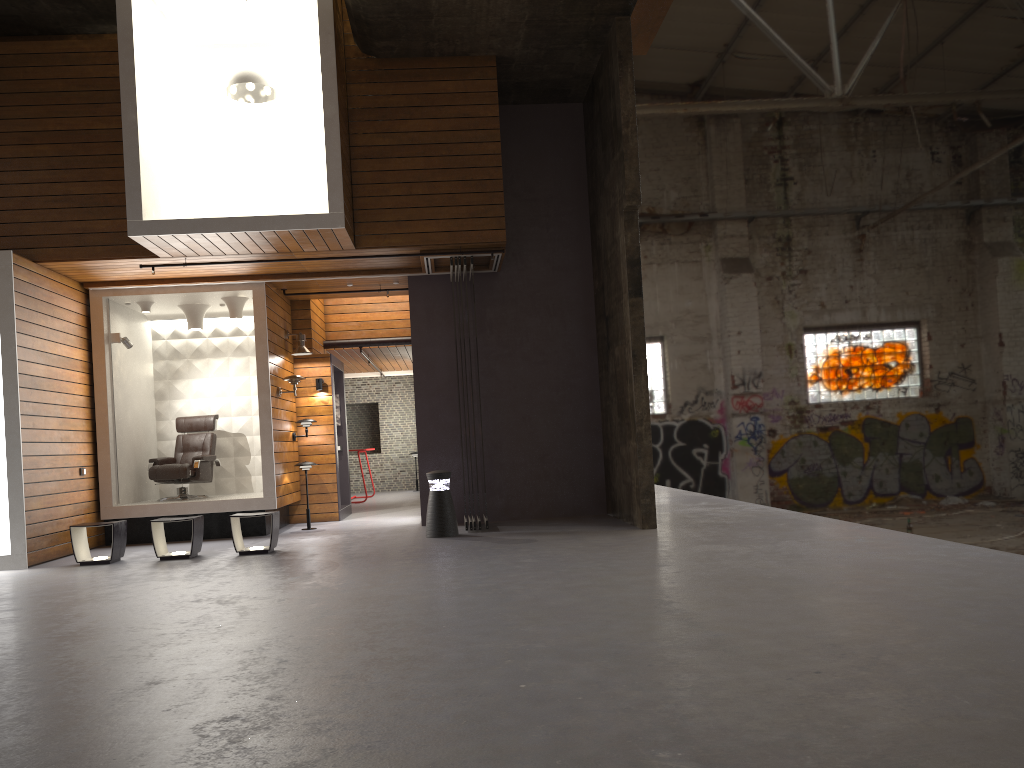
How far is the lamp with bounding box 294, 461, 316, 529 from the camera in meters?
11.0

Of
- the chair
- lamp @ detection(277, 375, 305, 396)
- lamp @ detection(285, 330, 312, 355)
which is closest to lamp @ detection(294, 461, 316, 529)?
lamp @ detection(277, 375, 305, 396)

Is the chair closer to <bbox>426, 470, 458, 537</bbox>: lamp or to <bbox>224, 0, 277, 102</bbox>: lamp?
<bbox>426, 470, 458, 537</bbox>: lamp

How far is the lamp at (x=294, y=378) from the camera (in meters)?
10.82

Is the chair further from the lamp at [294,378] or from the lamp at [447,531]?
the lamp at [447,531]

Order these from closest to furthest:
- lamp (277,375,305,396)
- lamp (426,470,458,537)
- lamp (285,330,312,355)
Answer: lamp (426,470,458,537), lamp (277,375,305,396), lamp (285,330,312,355)

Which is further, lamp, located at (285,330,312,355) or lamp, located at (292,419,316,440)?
lamp, located at (292,419,316,440)

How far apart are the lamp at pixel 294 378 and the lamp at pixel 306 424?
1.0m

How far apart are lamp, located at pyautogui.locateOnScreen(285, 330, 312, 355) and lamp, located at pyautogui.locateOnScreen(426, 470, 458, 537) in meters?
3.3

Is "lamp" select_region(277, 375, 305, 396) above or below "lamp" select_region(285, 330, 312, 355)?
below
